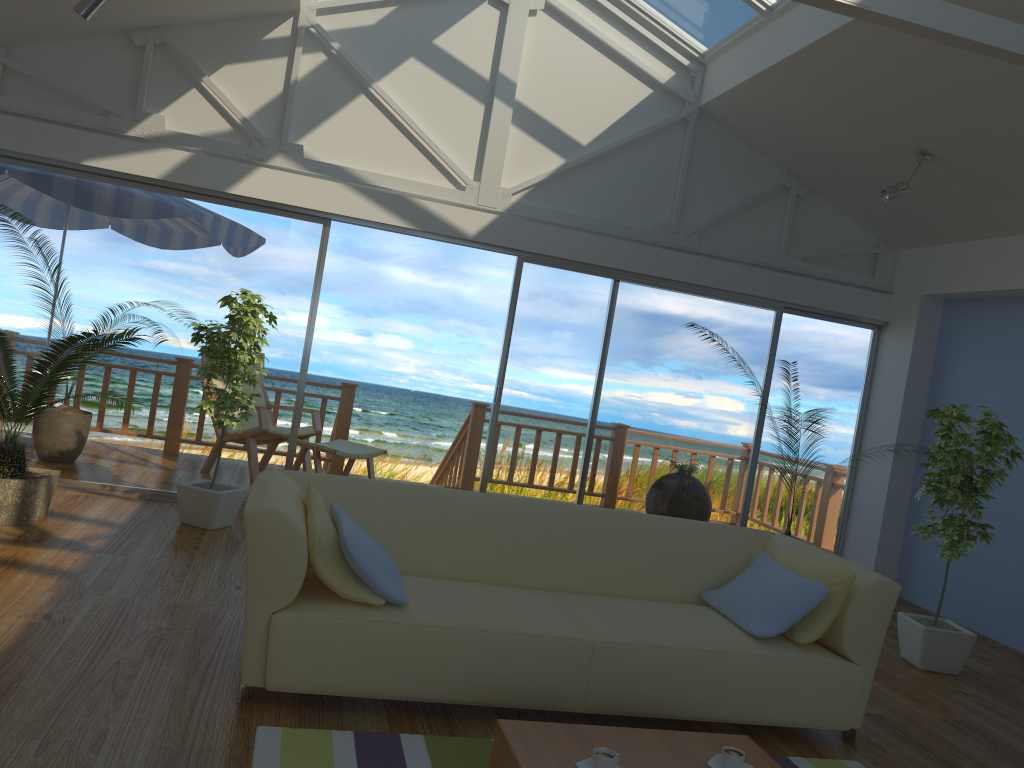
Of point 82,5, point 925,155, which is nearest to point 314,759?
point 82,5

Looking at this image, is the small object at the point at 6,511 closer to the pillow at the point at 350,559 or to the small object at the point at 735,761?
the pillow at the point at 350,559

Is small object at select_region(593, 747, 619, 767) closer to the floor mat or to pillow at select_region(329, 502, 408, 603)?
the floor mat

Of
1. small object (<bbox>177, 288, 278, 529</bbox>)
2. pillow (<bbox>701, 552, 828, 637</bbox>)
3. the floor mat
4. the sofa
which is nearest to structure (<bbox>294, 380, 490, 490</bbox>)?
small object (<bbox>177, 288, 278, 529</bbox>)

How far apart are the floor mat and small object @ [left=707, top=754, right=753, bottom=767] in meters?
0.7

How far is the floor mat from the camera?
2.5m

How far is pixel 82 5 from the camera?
4.3 meters

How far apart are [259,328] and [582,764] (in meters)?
3.37

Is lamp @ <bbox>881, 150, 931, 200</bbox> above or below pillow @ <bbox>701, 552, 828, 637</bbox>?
above

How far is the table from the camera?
2.36m
